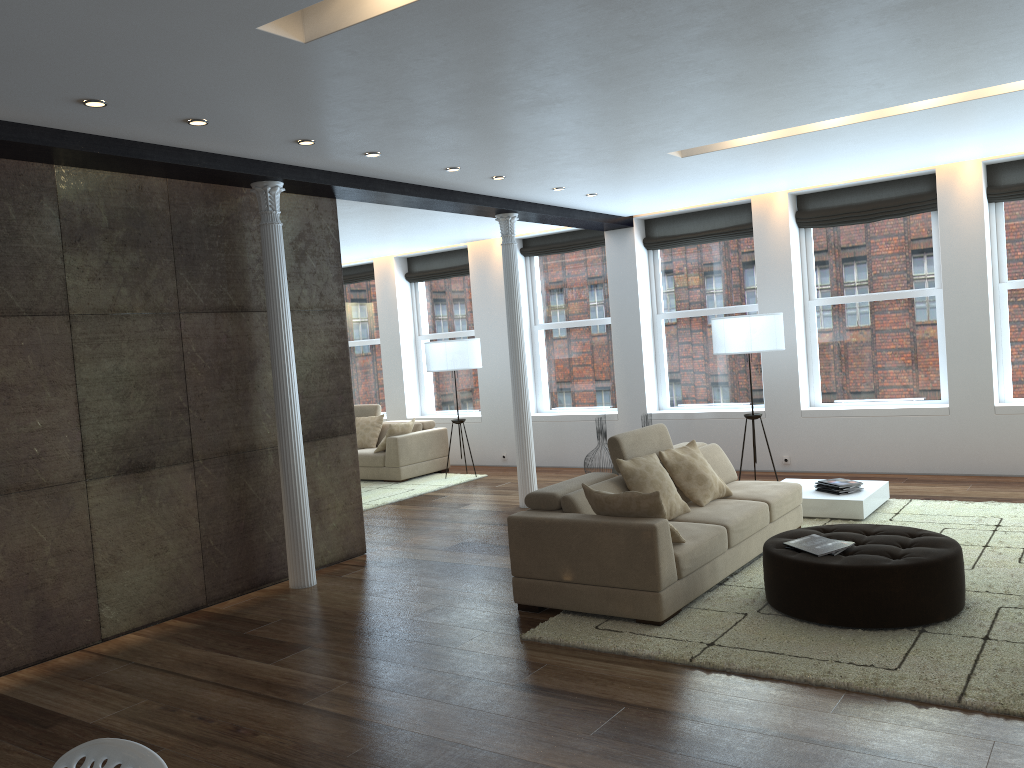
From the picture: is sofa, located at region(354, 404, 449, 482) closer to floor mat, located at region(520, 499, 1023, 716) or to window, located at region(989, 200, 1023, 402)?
floor mat, located at region(520, 499, 1023, 716)

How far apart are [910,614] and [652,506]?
1.40m

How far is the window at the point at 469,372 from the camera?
12.5 meters

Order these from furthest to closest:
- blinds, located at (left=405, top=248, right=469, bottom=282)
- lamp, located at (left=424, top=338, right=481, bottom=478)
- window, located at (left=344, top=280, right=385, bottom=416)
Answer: window, located at (left=344, top=280, right=385, bottom=416), blinds, located at (left=405, top=248, right=469, bottom=282), lamp, located at (left=424, top=338, right=481, bottom=478)

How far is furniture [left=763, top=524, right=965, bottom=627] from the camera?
4.5 meters

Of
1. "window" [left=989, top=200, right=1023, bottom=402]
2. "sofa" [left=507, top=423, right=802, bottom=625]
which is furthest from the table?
"window" [left=989, top=200, right=1023, bottom=402]

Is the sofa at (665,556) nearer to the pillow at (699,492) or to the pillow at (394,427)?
the pillow at (699,492)

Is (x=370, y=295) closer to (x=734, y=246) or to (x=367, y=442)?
(x=367, y=442)

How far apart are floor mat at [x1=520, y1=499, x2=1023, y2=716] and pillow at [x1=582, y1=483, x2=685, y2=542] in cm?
40

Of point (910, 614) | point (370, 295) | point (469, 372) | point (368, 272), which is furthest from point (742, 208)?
→ point (910, 614)
